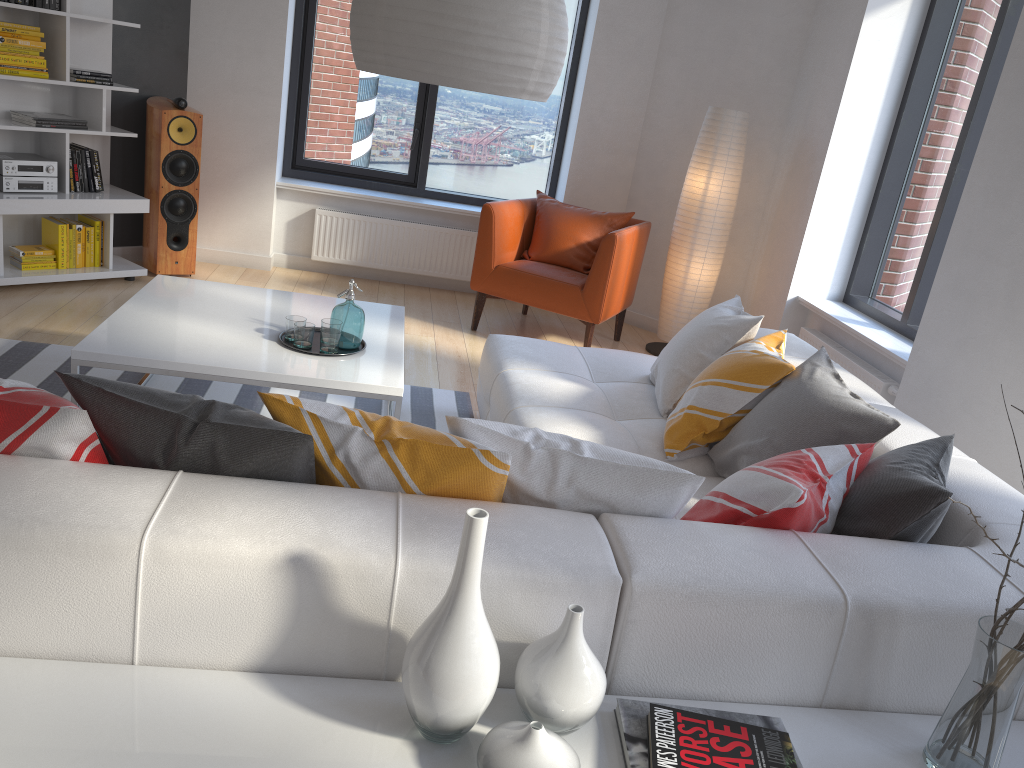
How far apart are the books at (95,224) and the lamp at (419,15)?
3.4m

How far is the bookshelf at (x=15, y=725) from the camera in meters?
1.3

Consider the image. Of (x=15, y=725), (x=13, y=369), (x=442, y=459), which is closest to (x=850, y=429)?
(x=442, y=459)

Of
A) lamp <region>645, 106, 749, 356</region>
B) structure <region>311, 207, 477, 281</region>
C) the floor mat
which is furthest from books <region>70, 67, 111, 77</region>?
lamp <region>645, 106, 749, 356</region>

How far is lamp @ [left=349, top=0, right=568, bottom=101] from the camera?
2.17m

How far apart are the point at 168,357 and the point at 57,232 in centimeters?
254cm

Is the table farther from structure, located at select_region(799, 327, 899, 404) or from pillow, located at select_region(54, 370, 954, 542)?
structure, located at select_region(799, 327, 899, 404)

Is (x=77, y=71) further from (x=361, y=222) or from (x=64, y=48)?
(x=361, y=222)

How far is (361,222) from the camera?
6.1m

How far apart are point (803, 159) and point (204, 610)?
4.63m
